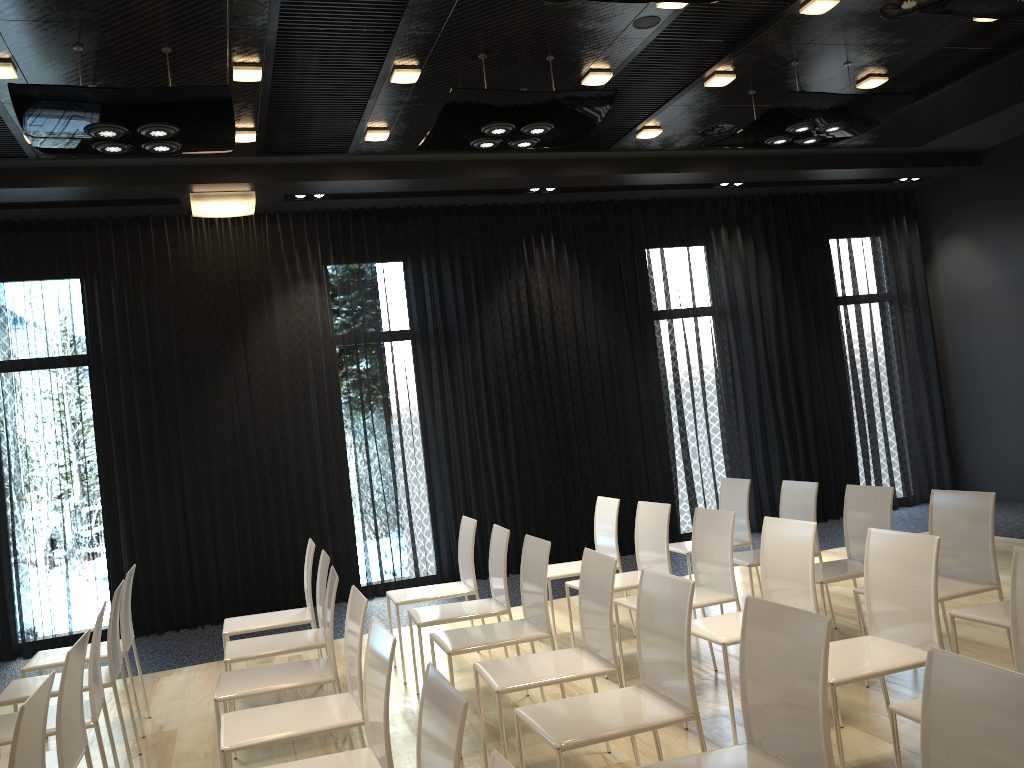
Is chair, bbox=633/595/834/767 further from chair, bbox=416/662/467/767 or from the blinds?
the blinds

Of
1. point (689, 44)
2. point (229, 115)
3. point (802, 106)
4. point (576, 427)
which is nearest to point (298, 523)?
point (576, 427)

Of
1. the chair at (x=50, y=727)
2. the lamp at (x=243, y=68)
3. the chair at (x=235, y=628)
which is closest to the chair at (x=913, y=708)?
the chair at (x=50, y=727)

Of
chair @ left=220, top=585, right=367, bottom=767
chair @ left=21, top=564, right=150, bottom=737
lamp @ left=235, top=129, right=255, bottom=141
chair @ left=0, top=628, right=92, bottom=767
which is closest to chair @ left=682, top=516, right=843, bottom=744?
chair @ left=220, top=585, right=367, bottom=767

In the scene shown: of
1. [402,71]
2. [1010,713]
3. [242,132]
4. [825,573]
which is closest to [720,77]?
[402,71]

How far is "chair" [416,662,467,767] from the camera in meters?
1.9

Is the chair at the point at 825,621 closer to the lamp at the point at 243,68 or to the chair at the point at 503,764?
the chair at the point at 503,764

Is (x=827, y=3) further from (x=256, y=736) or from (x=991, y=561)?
(x=256, y=736)

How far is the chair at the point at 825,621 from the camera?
2.2m

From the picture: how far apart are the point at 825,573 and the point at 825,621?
2.5 meters
